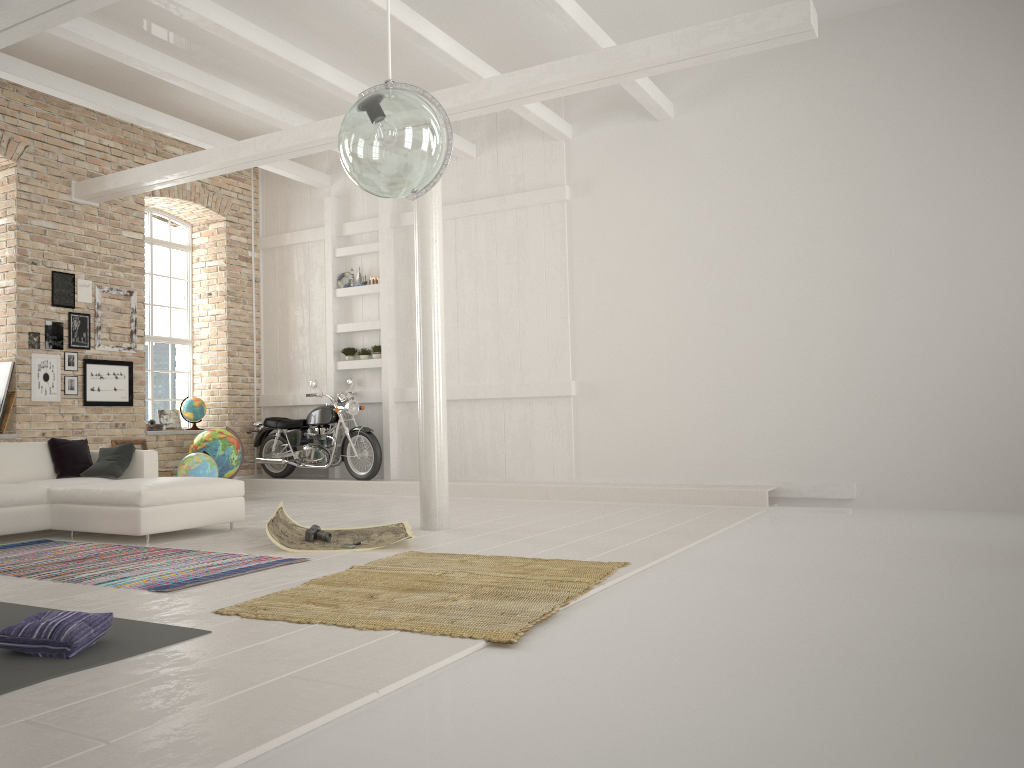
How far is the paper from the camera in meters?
6.1

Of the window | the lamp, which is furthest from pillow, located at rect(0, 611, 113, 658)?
the window

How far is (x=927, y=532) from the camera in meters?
6.5 m

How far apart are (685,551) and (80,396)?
6.87m

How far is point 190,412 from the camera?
11.6m

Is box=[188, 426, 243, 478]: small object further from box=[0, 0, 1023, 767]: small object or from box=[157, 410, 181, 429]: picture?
box=[0, 0, 1023, 767]: small object

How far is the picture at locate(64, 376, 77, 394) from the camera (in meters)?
9.81

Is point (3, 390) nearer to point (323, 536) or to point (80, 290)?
point (80, 290)

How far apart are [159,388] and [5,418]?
2.8m

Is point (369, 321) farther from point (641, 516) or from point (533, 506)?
point (641, 516)
